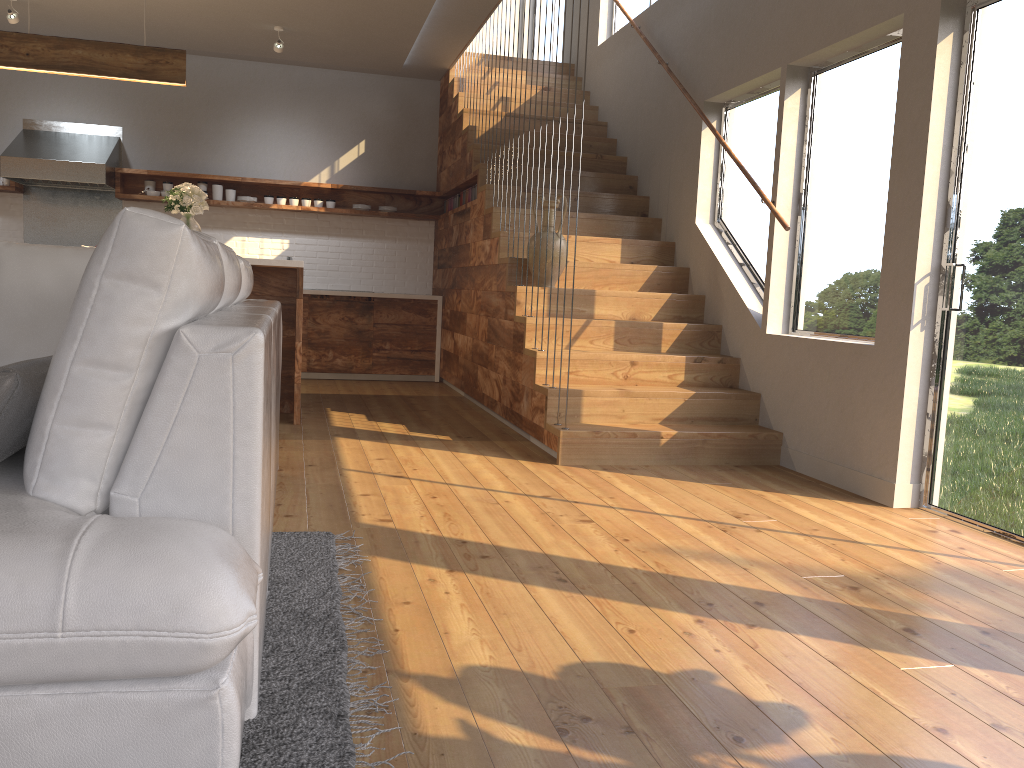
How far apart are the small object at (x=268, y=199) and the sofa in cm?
465

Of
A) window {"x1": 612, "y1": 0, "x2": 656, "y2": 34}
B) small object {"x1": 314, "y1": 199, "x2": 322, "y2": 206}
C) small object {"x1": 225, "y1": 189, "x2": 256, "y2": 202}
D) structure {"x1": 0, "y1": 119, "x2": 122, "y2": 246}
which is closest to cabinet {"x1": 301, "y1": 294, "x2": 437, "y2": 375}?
small object {"x1": 314, "y1": 199, "x2": 322, "y2": 206}

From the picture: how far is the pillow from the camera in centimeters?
157cm

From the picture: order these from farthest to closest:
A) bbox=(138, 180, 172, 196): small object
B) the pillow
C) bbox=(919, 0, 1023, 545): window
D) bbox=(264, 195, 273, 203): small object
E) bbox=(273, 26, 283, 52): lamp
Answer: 1. bbox=(264, 195, 273, 203): small object
2. bbox=(138, 180, 172, 196): small object
3. bbox=(273, 26, 283, 52): lamp
4. bbox=(919, 0, 1023, 545): window
5. the pillow

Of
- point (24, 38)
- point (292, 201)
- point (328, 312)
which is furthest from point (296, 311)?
point (292, 201)

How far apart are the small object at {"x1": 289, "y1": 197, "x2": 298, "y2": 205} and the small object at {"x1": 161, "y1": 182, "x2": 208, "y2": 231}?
2.46m

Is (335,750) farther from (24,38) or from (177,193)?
(24,38)

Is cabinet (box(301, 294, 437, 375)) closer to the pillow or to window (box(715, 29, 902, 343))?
window (box(715, 29, 902, 343))

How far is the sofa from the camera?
1.26m

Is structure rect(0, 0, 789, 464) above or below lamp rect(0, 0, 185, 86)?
below
